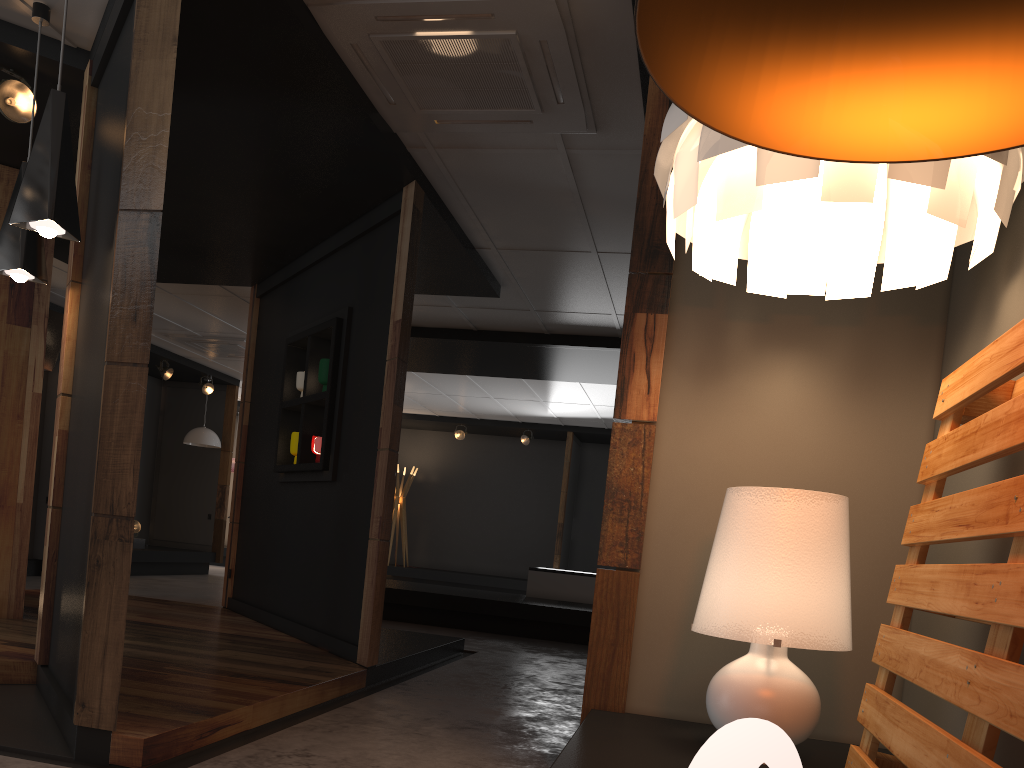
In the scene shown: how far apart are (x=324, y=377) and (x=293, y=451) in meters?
0.7

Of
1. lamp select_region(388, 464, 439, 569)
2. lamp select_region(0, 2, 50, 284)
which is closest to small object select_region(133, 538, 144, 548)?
lamp select_region(388, 464, 439, 569)

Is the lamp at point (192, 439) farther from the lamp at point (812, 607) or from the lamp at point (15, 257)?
the lamp at point (812, 607)

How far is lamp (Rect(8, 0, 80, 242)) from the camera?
3.2m

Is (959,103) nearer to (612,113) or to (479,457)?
(612,113)

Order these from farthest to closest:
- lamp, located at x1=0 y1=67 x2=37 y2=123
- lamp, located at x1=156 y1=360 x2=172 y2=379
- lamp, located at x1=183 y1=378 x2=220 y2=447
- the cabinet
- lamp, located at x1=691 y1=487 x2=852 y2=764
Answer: lamp, located at x1=183 y1=378 x2=220 y2=447
lamp, located at x1=156 y1=360 x2=172 y2=379
the cabinet
lamp, located at x1=0 y1=67 x2=37 y2=123
lamp, located at x1=691 y1=487 x2=852 y2=764

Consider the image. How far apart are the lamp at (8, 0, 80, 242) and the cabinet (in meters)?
7.18

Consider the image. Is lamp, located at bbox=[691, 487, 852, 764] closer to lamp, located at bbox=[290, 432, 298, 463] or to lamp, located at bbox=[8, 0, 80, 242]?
lamp, located at bbox=[8, 0, 80, 242]

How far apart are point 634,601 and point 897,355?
1.2m

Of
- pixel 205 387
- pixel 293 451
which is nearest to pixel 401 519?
pixel 205 387
